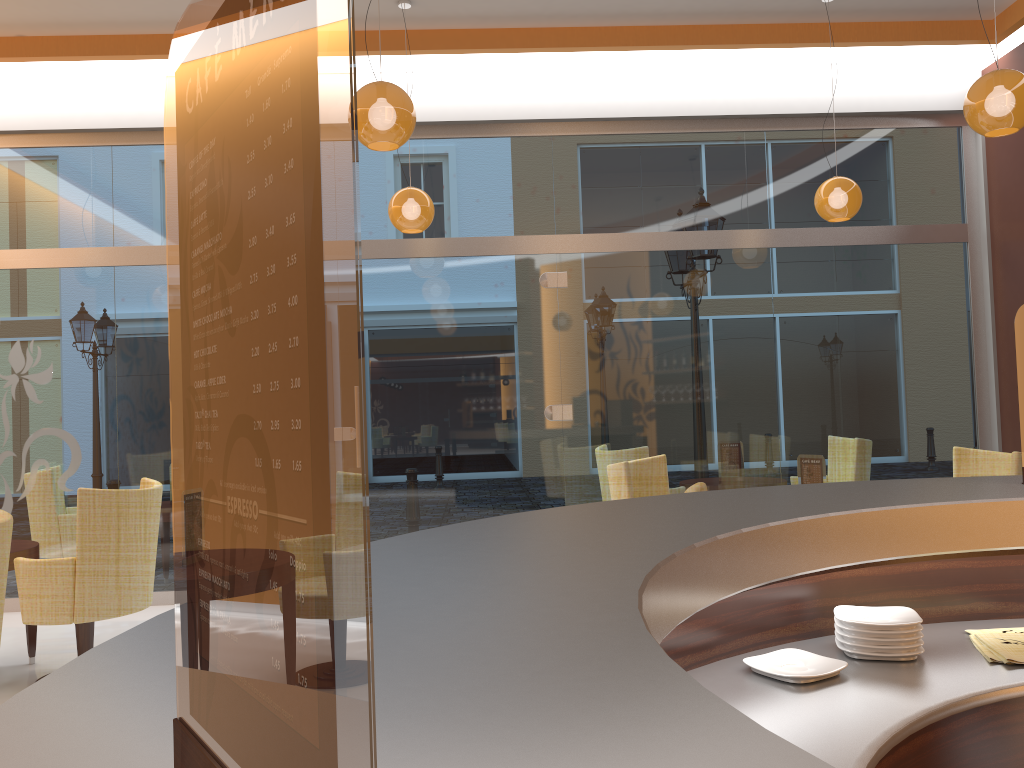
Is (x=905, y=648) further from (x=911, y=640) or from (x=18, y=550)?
(x=18, y=550)

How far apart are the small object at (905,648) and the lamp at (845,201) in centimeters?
458cm

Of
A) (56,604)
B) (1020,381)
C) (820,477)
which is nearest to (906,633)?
(1020,381)

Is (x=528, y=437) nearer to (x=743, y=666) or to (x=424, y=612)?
(x=743, y=666)

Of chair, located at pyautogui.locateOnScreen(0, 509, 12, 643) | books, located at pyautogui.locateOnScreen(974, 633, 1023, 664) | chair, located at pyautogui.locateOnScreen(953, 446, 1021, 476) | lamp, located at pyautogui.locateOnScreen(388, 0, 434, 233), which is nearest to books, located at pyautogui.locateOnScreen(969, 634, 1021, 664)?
books, located at pyautogui.locateOnScreen(974, 633, 1023, 664)

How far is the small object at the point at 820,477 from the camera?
4.9m

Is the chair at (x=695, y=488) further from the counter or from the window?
the window

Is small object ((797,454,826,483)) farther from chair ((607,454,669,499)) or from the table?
the table

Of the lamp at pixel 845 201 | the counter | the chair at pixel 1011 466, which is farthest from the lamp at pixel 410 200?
the counter

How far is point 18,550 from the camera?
4.7 meters
